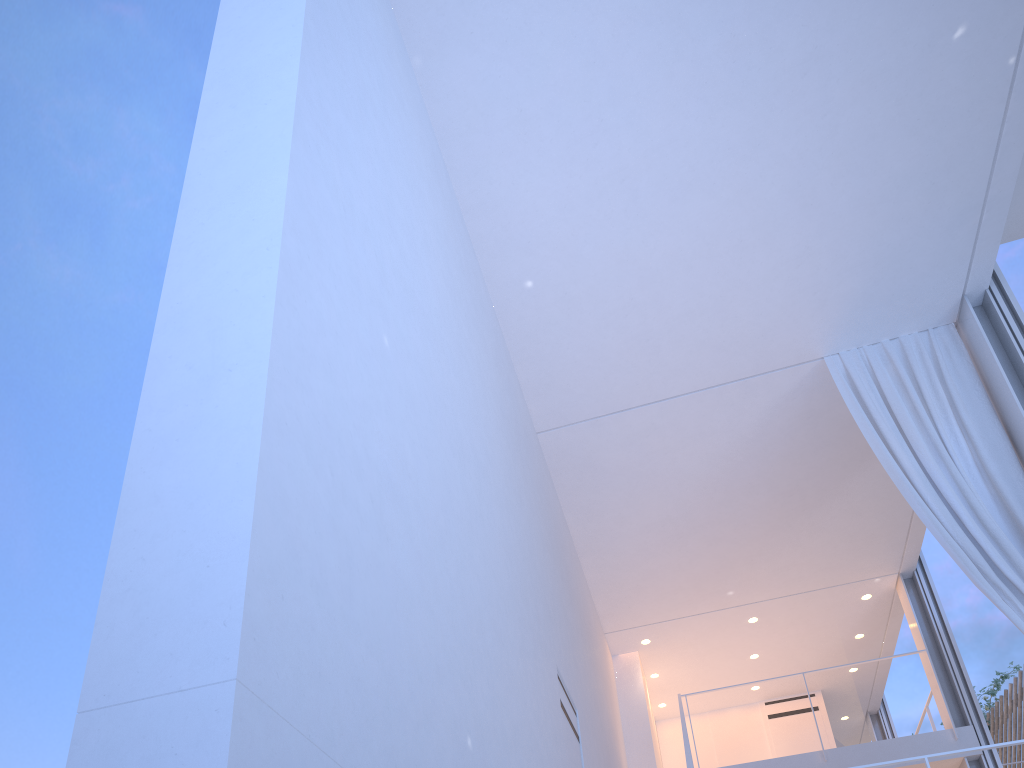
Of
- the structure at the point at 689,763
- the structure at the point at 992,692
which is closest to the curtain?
the structure at the point at 689,763

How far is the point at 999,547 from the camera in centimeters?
282cm

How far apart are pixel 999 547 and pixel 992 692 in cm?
543

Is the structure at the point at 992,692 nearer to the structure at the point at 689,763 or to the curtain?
the curtain

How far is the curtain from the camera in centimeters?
282cm

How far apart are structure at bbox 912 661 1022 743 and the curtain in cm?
510

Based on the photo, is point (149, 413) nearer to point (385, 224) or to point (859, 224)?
point (385, 224)

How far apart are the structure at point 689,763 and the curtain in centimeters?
120cm

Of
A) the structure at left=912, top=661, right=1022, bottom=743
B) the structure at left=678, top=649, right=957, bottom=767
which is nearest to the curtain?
the structure at left=678, top=649, right=957, bottom=767

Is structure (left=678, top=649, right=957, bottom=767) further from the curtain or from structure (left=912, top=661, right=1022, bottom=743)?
structure (left=912, top=661, right=1022, bottom=743)
